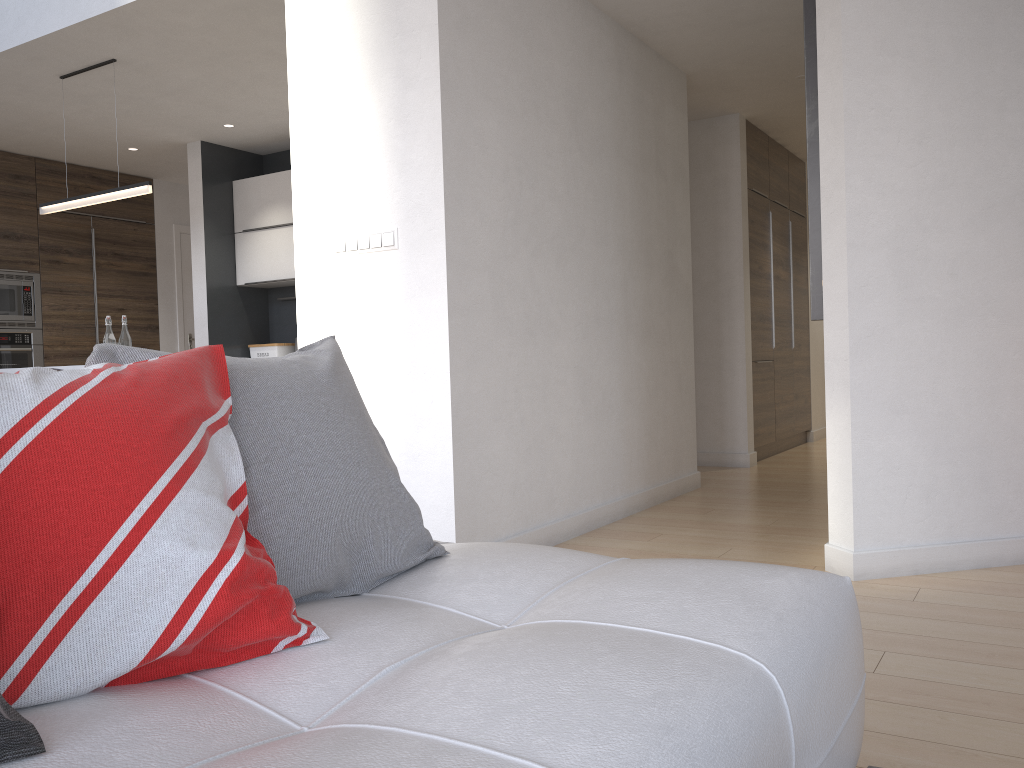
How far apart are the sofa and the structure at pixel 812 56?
1.9 meters

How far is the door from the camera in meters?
7.9

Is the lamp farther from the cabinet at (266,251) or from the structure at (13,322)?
the structure at (13,322)

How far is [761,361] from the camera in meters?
6.6 m

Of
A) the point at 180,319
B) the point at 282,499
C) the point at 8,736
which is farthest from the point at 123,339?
the point at 8,736

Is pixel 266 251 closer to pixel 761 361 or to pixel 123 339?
pixel 123 339

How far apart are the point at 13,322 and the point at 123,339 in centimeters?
254cm

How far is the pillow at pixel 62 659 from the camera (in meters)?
0.95

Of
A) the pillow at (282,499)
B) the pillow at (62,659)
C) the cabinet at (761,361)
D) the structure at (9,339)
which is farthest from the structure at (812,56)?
the structure at (9,339)

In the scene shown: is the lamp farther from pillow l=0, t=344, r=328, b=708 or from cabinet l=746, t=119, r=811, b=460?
cabinet l=746, t=119, r=811, b=460
